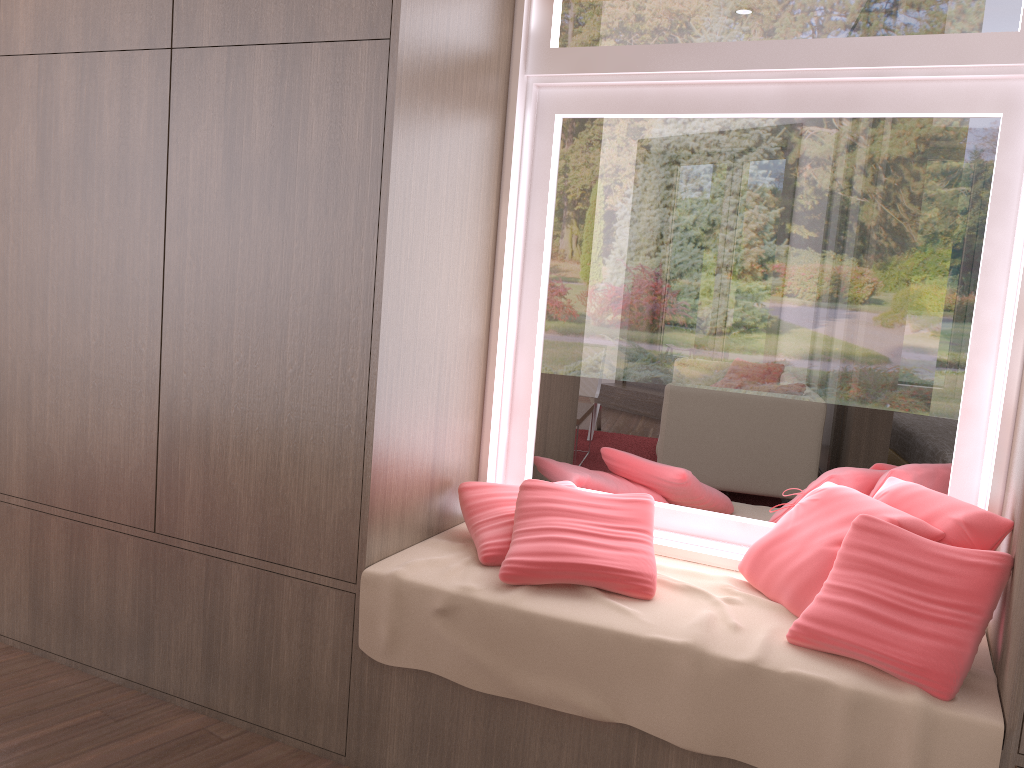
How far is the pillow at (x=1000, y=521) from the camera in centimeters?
191cm

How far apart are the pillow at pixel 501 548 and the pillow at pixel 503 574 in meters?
0.0

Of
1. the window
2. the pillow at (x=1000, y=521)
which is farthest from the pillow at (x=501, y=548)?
the pillow at (x=1000, y=521)

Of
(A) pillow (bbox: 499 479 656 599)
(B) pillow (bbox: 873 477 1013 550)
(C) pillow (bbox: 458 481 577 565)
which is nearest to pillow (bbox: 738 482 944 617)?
(B) pillow (bbox: 873 477 1013 550)

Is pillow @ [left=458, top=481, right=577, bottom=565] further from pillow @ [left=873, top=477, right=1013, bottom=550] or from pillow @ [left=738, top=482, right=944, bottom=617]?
pillow @ [left=873, top=477, right=1013, bottom=550]

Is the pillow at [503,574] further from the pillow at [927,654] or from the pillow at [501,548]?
the pillow at [927,654]

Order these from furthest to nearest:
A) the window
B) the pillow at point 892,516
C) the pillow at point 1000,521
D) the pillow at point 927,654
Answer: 1. the window
2. the pillow at point 892,516
3. the pillow at point 1000,521
4. the pillow at point 927,654

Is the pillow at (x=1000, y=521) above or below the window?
below

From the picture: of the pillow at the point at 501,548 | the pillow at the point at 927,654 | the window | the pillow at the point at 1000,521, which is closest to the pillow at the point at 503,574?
the pillow at the point at 501,548

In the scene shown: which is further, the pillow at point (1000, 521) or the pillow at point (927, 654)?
the pillow at point (1000, 521)
